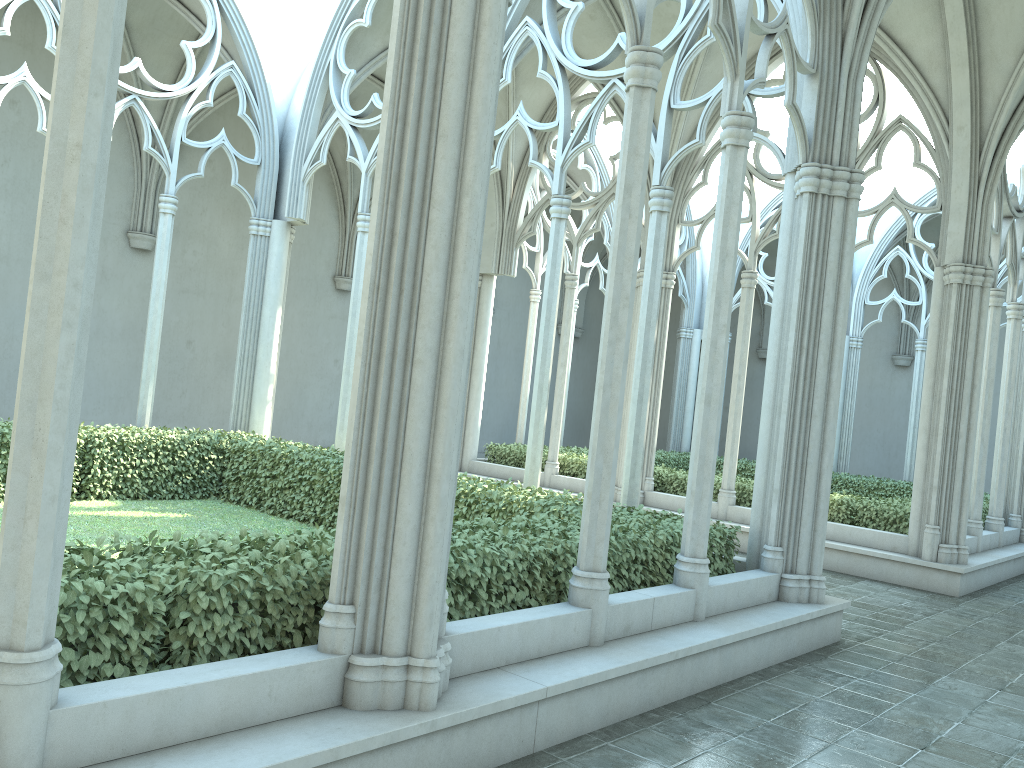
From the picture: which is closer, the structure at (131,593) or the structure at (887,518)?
the structure at (131,593)

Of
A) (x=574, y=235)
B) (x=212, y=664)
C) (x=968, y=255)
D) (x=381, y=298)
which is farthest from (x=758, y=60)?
(x=574, y=235)

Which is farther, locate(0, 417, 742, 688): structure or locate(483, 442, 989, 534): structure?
locate(483, 442, 989, 534): structure

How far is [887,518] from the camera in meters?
12.1 m

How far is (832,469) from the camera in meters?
7.6 m

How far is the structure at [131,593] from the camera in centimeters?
367cm

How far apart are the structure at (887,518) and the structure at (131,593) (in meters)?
5.25

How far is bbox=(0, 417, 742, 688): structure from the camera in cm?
367

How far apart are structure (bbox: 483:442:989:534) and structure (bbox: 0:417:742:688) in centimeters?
525cm

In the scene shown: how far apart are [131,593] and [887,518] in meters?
10.8 m
